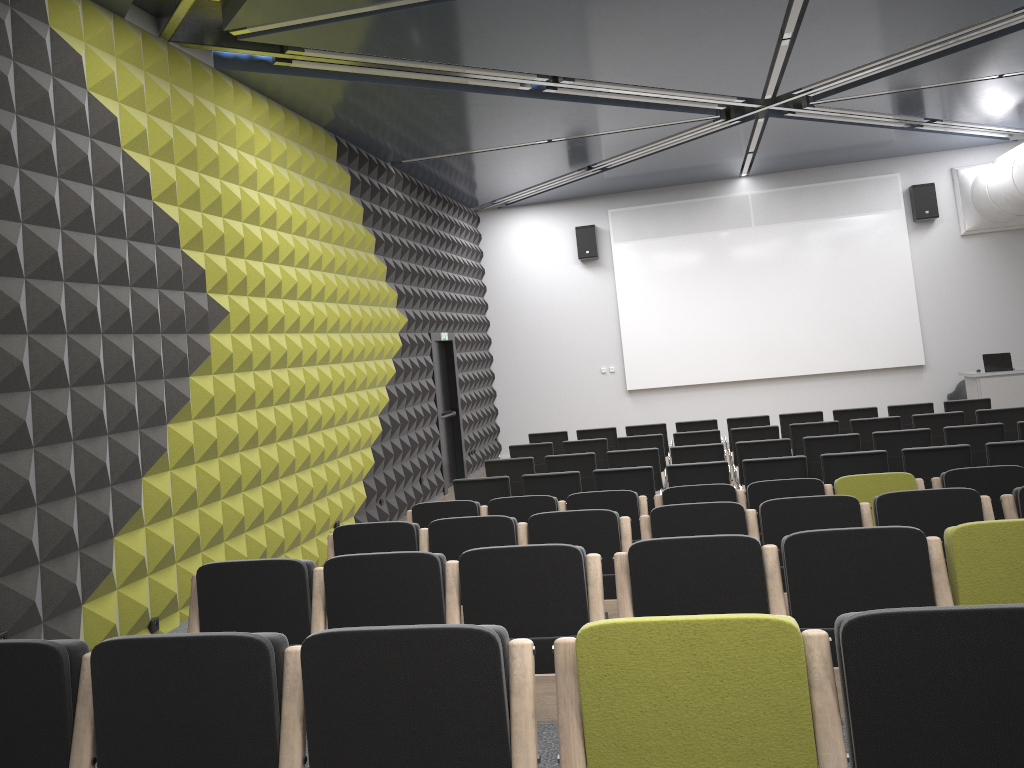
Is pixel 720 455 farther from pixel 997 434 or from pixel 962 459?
pixel 997 434

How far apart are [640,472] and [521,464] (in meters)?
1.89

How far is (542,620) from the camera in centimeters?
374cm

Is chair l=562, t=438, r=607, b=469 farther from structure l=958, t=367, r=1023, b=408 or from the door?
structure l=958, t=367, r=1023, b=408

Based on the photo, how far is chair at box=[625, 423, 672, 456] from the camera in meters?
12.0

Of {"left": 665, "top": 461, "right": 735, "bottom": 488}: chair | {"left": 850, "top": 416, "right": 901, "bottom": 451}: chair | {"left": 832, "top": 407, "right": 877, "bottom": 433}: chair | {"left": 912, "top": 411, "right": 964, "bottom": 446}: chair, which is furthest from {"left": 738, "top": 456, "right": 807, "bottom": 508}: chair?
{"left": 832, "top": 407, "right": 877, "bottom": 433}: chair

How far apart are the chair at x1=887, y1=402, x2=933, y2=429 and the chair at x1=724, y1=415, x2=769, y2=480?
1.5 meters

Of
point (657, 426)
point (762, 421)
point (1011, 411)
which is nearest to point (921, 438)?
point (1011, 411)

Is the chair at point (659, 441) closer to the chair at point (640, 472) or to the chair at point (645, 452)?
the chair at point (645, 452)

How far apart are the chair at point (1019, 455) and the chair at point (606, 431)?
5.3m
